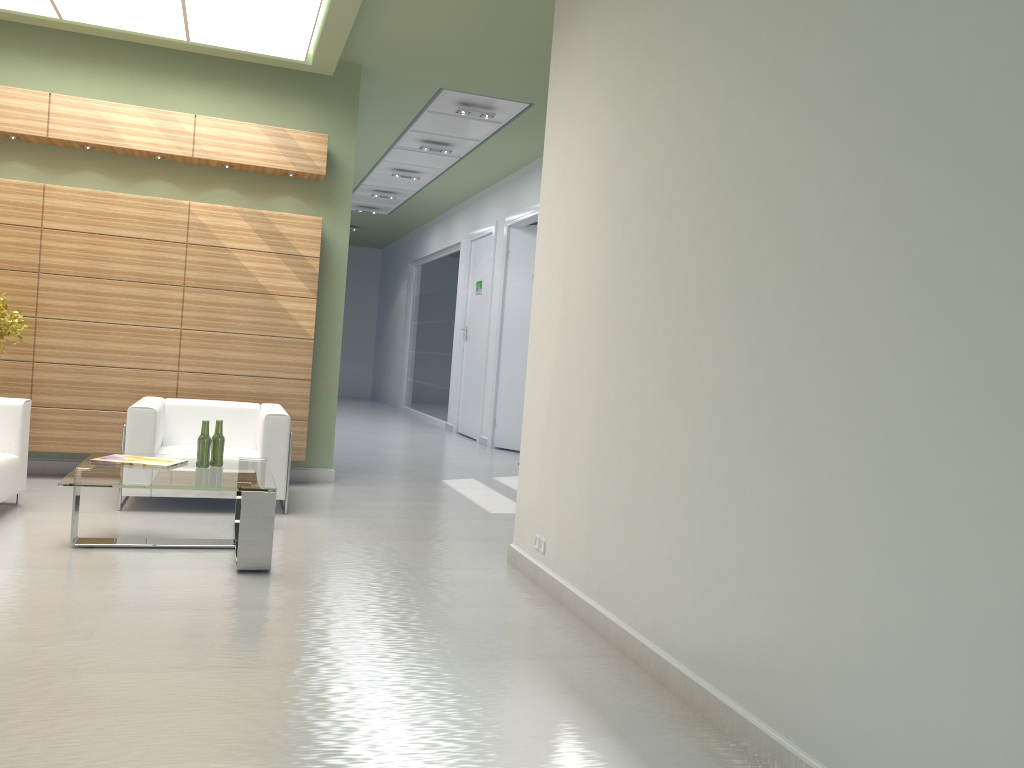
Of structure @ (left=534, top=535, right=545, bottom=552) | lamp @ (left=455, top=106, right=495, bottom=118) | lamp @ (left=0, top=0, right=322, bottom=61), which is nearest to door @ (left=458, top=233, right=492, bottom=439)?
lamp @ (left=455, top=106, right=495, bottom=118)

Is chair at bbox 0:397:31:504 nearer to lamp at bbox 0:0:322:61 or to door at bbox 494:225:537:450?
lamp at bbox 0:0:322:61

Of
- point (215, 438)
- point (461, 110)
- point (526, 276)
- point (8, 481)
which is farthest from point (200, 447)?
point (526, 276)

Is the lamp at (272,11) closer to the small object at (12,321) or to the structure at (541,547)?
the small object at (12,321)

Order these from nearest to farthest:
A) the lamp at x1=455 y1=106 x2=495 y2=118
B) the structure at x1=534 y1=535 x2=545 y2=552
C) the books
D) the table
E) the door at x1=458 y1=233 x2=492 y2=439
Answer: the table, the structure at x1=534 y1=535 x2=545 y2=552, the books, the lamp at x1=455 y1=106 x2=495 y2=118, the door at x1=458 y1=233 x2=492 y2=439

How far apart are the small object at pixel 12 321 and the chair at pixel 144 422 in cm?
168

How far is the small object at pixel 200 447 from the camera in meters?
8.8

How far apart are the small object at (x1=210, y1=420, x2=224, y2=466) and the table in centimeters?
7cm

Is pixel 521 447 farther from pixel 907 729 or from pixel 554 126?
pixel 907 729

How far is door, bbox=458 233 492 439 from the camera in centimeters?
2217cm
